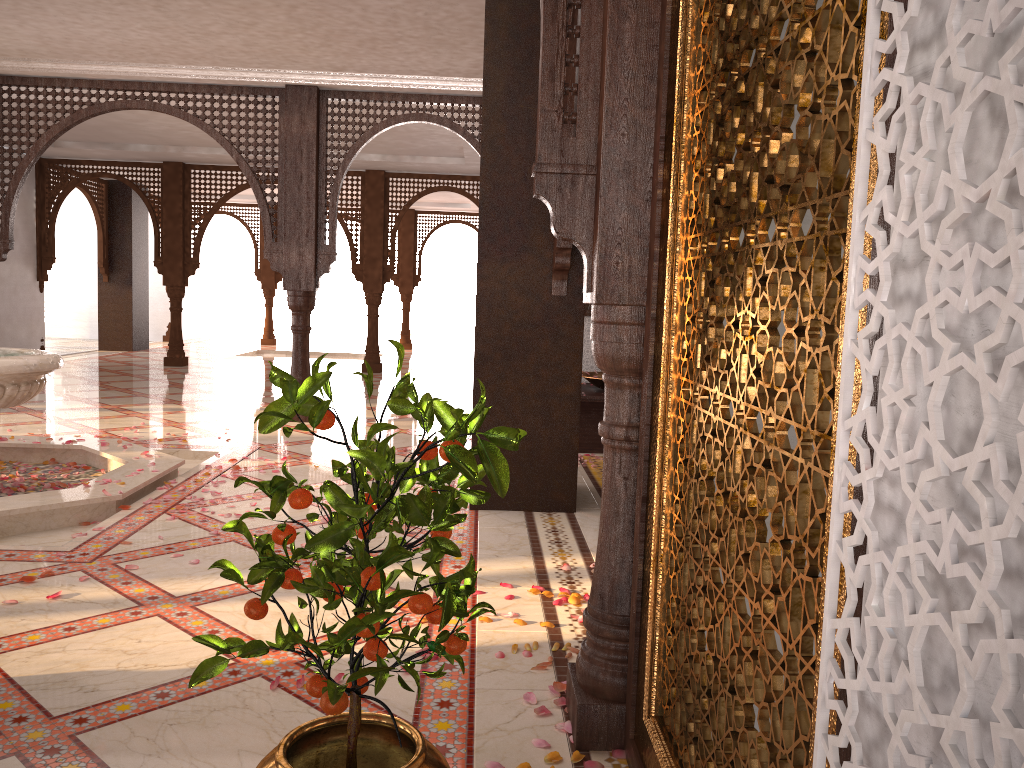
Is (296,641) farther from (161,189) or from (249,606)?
(161,189)

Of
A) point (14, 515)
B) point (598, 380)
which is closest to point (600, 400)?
point (598, 380)

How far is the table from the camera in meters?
6.5 m

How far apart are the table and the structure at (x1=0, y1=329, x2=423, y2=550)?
2.6 meters

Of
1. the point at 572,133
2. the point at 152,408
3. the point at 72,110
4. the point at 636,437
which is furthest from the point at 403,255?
the point at 636,437

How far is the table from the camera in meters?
6.5 m

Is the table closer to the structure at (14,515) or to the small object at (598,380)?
the small object at (598,380)

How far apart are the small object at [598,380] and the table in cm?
6

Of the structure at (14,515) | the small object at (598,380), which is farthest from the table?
the structure at (14,515)

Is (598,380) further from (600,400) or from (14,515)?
(14,515)
